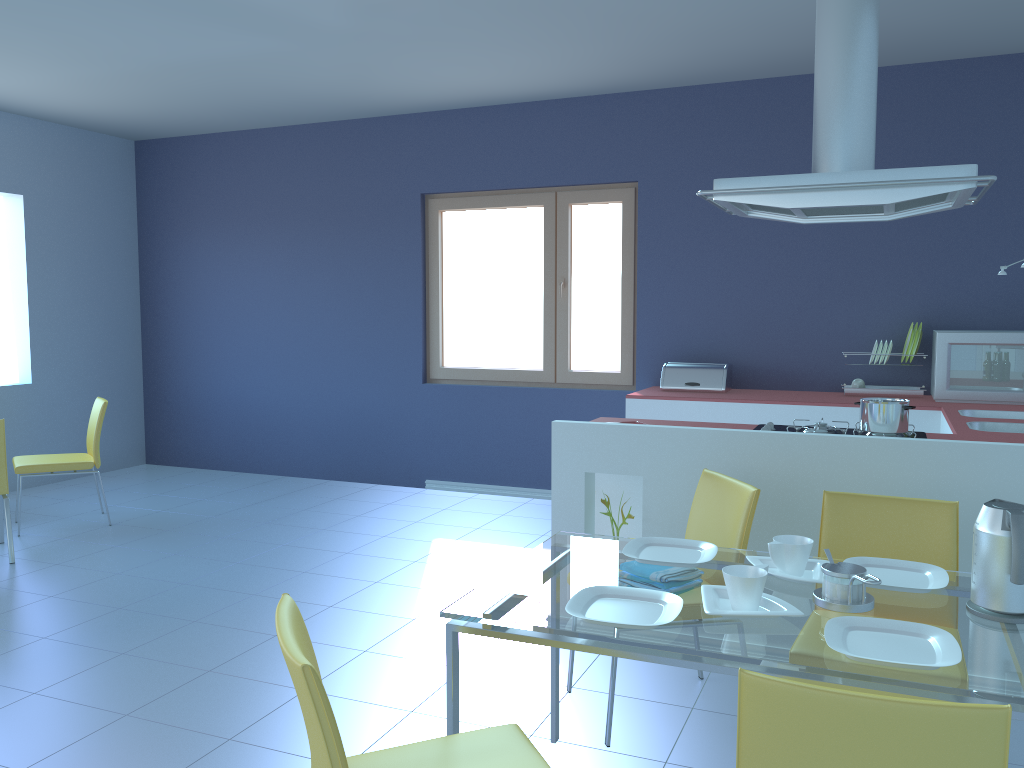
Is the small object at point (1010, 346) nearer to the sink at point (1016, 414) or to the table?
the sink at point (1016, 414)

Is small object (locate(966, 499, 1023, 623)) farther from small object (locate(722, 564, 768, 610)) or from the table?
small object (locate(722, 564, 768, 610))

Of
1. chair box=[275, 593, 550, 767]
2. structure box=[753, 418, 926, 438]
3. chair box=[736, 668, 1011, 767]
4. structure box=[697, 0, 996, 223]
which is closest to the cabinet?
structure box=[753, 418, 926, 438]

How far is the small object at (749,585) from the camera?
1.78m

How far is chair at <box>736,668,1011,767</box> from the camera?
1.2 meters

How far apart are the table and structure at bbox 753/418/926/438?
1.0 meters

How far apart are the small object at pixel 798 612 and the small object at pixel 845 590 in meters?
0.1

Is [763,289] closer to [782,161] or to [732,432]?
[782,161]

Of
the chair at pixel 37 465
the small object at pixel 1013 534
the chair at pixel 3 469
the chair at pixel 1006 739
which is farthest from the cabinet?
the chair at pixel 37 465

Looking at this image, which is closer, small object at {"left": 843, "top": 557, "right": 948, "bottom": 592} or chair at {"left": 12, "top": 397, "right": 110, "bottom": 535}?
small object at {"left": 843, "top": 557, "right": 948, "bottom": 592}
